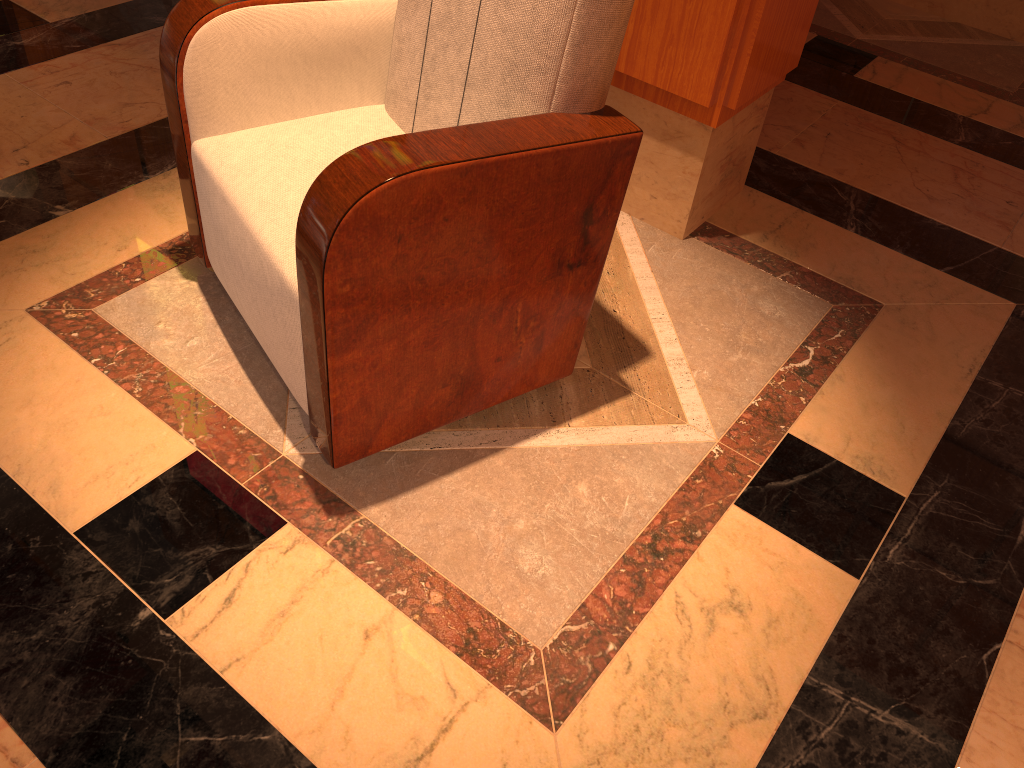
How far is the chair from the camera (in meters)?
1.27

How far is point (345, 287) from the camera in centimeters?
127cm

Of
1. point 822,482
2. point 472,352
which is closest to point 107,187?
point 472,352

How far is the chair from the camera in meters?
1.3

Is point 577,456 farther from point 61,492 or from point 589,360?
point 61,492
